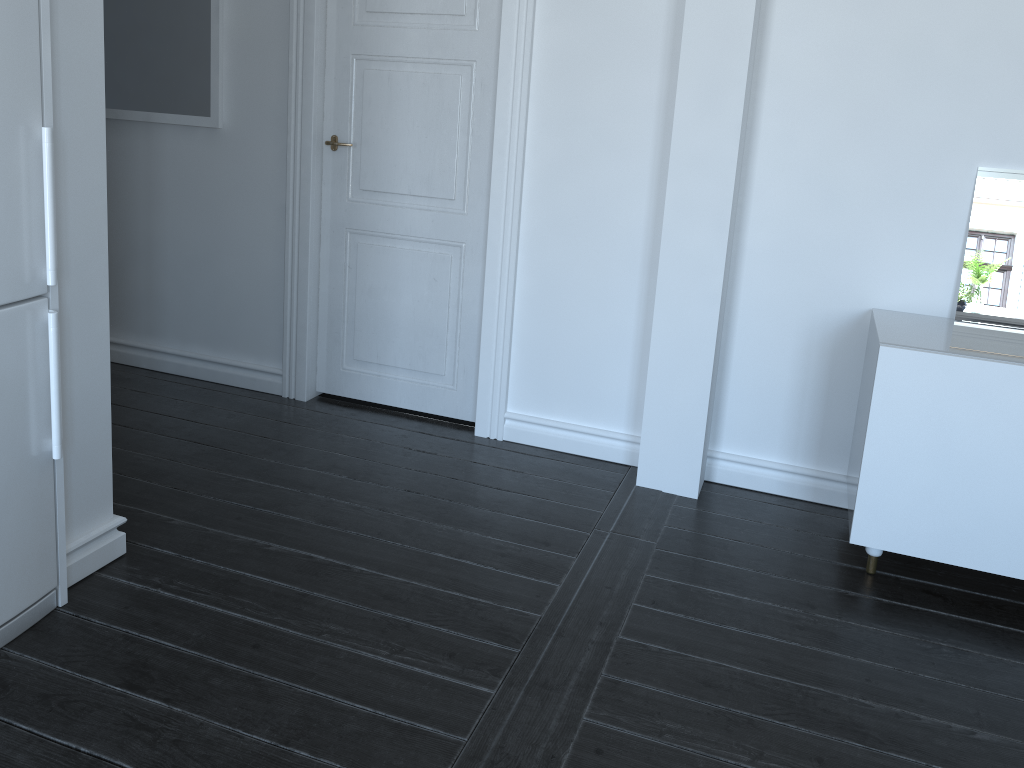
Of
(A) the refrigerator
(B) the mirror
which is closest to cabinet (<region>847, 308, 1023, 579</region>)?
(B) the mirror

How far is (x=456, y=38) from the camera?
3.3 meters

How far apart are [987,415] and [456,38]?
2.2m

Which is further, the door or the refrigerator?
the door

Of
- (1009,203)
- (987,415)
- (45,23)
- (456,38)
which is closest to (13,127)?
(45,23)

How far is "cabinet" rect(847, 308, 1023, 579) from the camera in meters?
2.5

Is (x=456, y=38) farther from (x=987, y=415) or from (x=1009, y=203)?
(x=987, y=415)

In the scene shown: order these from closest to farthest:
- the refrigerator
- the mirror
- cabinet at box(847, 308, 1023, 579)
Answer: the refrigerator, cabinet at box(847, 308, 1023, 579), the mirror

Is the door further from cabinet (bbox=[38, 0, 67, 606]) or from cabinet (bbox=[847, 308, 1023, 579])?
cabinet (bbox=[38, 0, 67, 606])

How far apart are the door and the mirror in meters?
1.5 m
